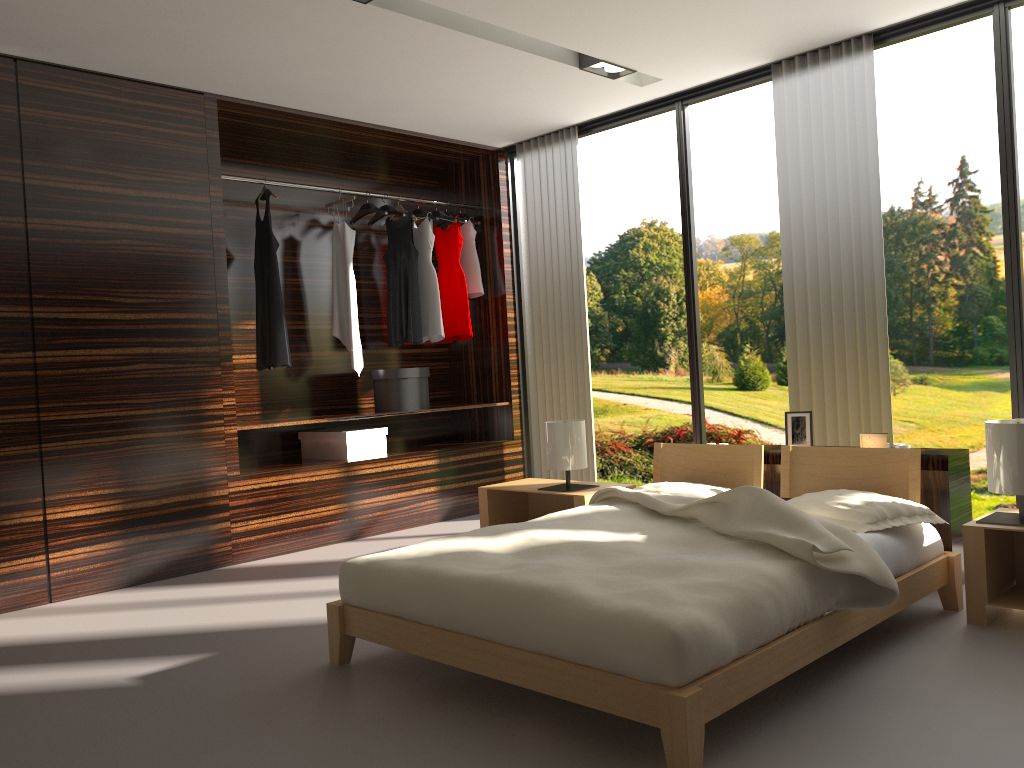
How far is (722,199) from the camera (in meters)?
9.69

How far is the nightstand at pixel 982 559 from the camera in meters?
2.8

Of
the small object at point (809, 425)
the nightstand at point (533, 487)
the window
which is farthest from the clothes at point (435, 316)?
the small object at point (809, 425)

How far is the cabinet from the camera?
3.29m

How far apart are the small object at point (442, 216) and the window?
0.5 meters

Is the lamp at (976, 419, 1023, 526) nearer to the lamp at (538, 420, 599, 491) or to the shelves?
the lamp at (538, 420, 599, 491)

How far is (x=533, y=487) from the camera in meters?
4.4 m

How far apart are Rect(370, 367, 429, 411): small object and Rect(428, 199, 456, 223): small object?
1.1 meters

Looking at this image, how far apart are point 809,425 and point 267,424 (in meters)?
2.71

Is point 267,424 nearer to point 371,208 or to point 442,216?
point 371,208
